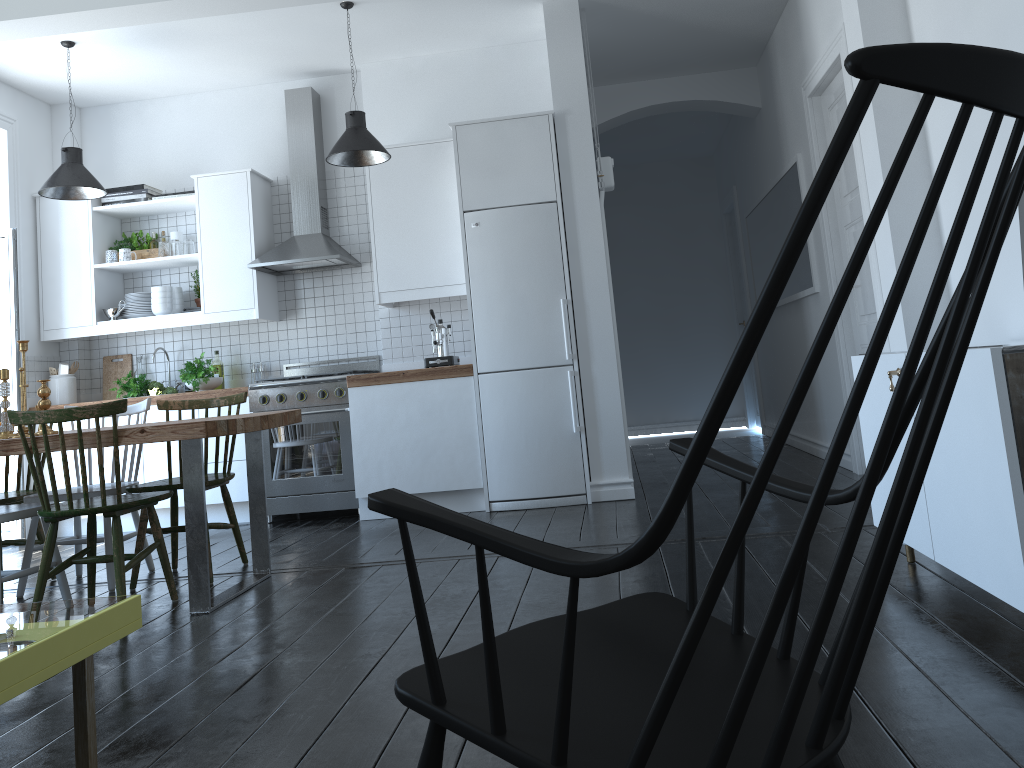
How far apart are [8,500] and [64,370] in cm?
239

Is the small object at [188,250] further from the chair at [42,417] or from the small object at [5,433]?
the chair at [42,417]

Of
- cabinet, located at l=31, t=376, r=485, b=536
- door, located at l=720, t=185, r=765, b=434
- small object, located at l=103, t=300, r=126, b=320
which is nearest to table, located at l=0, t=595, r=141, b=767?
cabinet, located at l=31, t=376, r=485, b=536

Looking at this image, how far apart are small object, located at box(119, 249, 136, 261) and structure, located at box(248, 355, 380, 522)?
1.35m

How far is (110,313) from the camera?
6.08m

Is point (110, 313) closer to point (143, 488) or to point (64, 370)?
point (64, 370)

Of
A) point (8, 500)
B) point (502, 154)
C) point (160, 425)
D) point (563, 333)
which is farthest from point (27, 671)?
point (502, 154)

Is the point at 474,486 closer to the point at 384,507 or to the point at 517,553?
the point at 384,507

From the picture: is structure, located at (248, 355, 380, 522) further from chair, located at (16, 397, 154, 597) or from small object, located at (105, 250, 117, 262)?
small object, located at (105, 250, 117, 262)

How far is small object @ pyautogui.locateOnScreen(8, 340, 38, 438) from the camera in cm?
373
